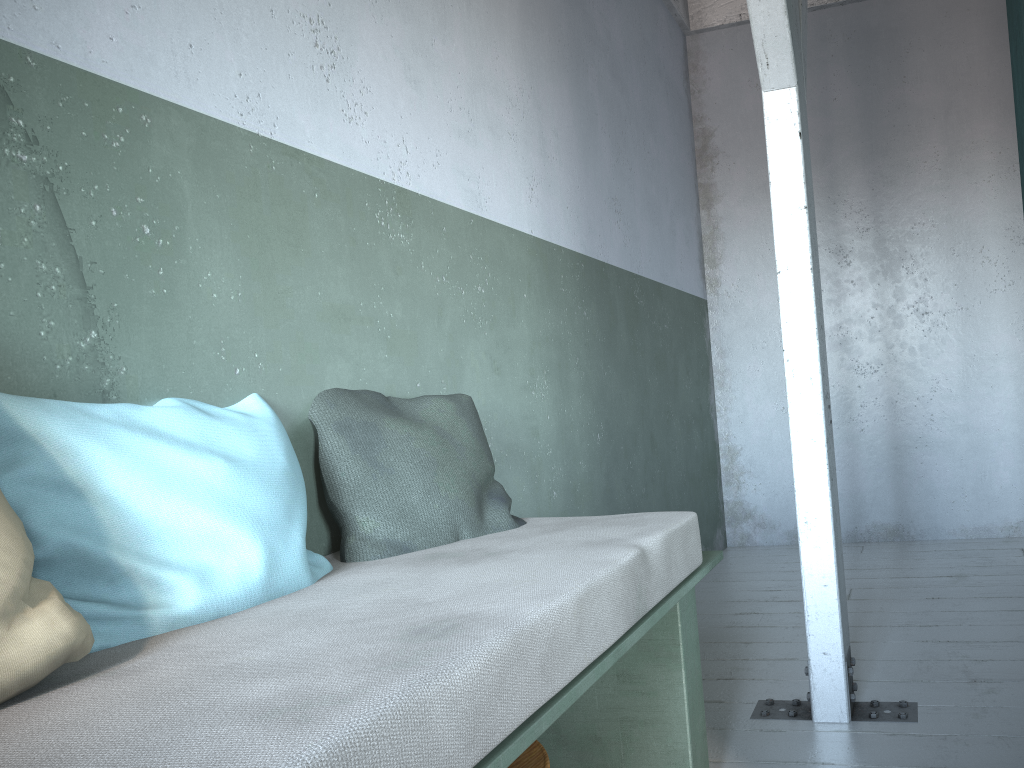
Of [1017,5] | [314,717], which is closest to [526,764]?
[314,717]

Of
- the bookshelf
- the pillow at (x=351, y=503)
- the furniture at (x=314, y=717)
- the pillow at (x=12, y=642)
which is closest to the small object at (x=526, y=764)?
the furniture at (x=314, y=717)

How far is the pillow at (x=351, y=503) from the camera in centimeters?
209cm

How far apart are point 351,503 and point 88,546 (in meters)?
0.70

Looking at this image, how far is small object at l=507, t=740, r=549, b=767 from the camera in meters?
1.8 m

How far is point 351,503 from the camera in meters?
2.1 m

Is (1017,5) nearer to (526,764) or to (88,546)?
(526,764)

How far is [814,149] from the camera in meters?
6.0 m

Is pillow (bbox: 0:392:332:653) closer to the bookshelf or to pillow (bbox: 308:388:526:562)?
pillow (bbox: 308:388:526:562)

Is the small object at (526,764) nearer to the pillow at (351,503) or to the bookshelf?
the pillow at (351,503)
